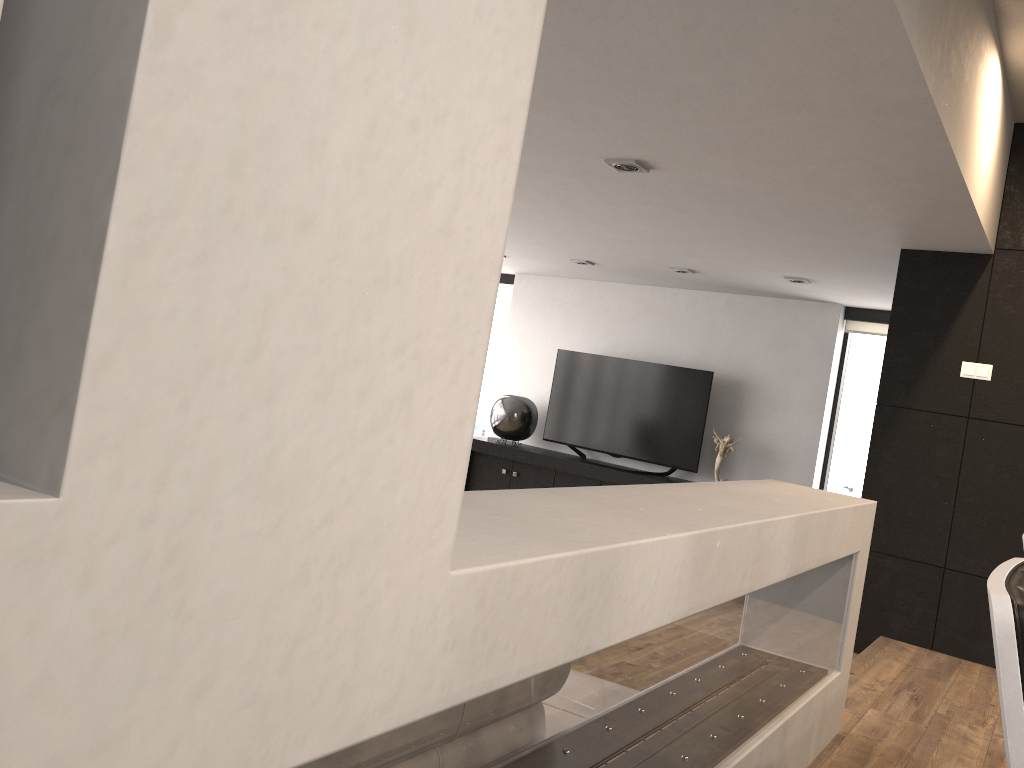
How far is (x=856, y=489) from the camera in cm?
746

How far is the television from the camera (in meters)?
7.62

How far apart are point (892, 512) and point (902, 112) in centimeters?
259cm

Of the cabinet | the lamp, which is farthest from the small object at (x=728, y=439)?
the lamp

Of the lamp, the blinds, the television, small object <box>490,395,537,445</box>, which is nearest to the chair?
the lamp

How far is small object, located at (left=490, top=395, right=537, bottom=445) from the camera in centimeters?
832cm

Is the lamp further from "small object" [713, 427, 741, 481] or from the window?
the window

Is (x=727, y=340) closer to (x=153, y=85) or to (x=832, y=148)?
(x=832, y=148)

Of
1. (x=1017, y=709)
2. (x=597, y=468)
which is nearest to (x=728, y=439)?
(x=597, y=468)

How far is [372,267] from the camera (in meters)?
0.82
